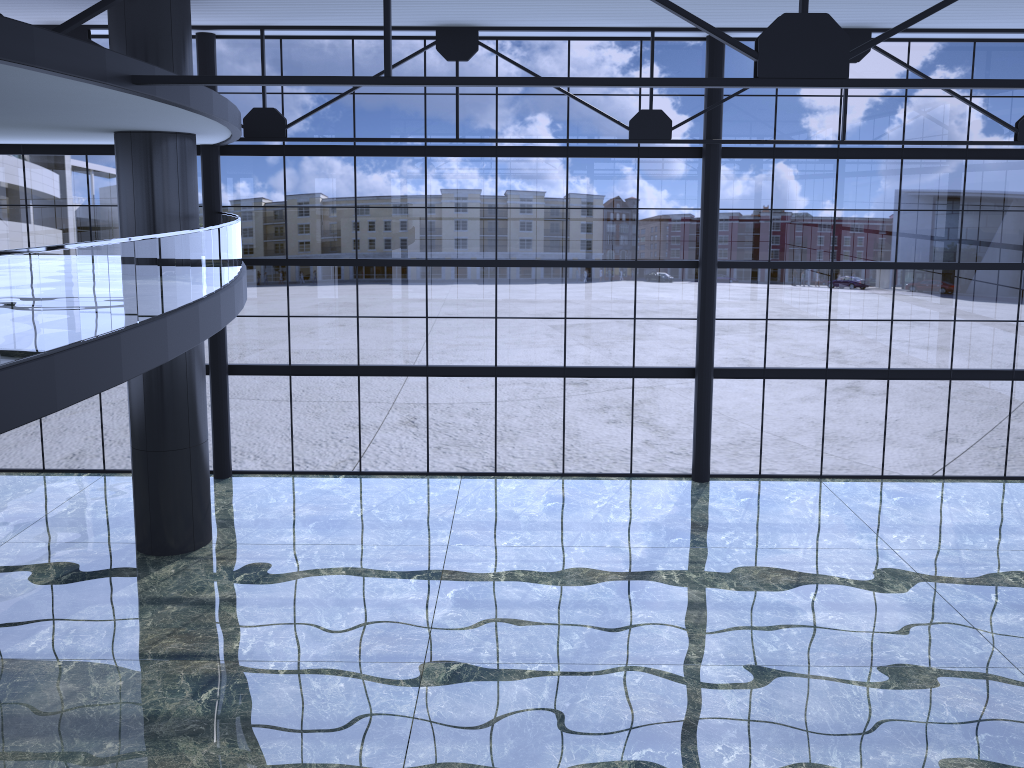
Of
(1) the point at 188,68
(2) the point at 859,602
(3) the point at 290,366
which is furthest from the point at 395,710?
(1) the point at 188,68

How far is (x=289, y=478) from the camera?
24.8 meters
